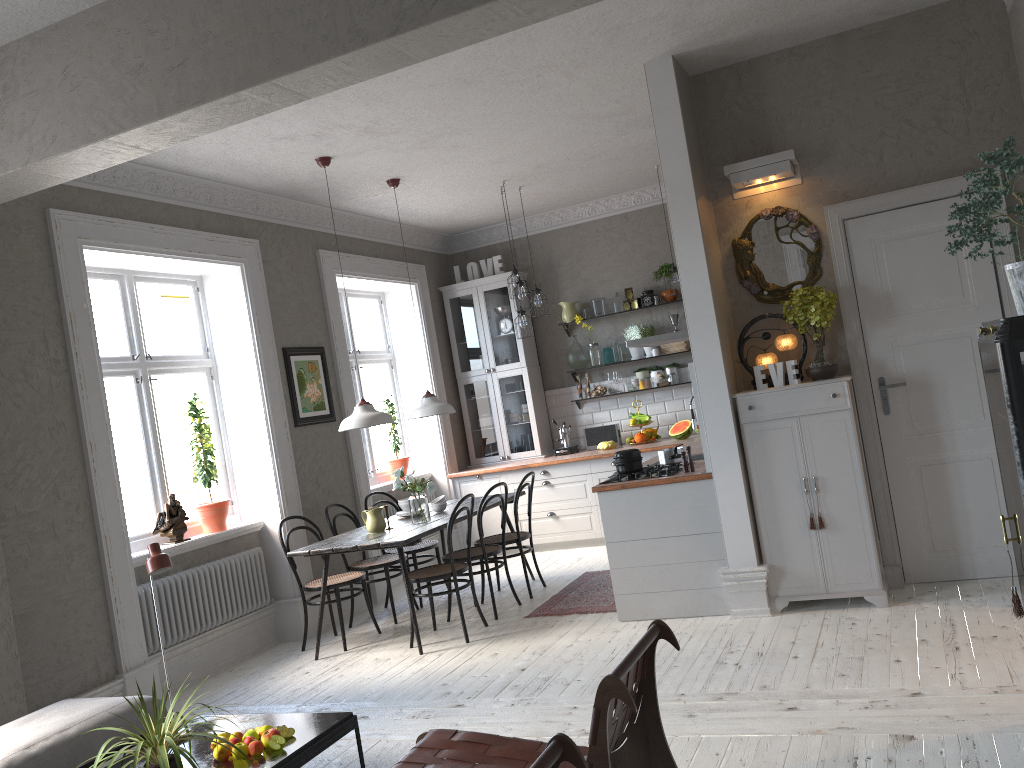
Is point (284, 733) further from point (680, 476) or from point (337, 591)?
point (680, 476)

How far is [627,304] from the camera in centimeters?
867cm

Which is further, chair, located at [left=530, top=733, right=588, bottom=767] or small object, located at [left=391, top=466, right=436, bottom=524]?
small object, located at [left=391, top=466, right=436, bottom=524]

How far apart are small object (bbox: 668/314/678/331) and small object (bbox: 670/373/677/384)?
0.5 meters

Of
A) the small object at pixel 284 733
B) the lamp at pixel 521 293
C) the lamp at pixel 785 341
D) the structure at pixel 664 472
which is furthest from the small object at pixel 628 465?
the small object at pixel 284 733

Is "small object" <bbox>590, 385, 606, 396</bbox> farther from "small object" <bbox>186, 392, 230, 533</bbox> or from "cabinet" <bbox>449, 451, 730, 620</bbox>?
"small object" <bbox>186, 392, 230, 533</bbox>

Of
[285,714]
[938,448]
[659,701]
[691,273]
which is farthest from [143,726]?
[938,448]

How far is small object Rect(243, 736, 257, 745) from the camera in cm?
344

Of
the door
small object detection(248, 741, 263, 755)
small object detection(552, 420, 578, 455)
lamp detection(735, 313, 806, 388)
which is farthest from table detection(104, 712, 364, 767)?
small object detection(552, 420, 578, 455)

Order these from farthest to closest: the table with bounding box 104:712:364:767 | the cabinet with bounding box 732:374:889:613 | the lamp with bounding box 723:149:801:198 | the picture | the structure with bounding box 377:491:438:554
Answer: the structure with bounding box 377:491:438:554, the picture, the lamp with bounding box 723:149:801:198, the cabinet with bounding box 732:374:889:613, the table with bounding box 104:712:364:767
